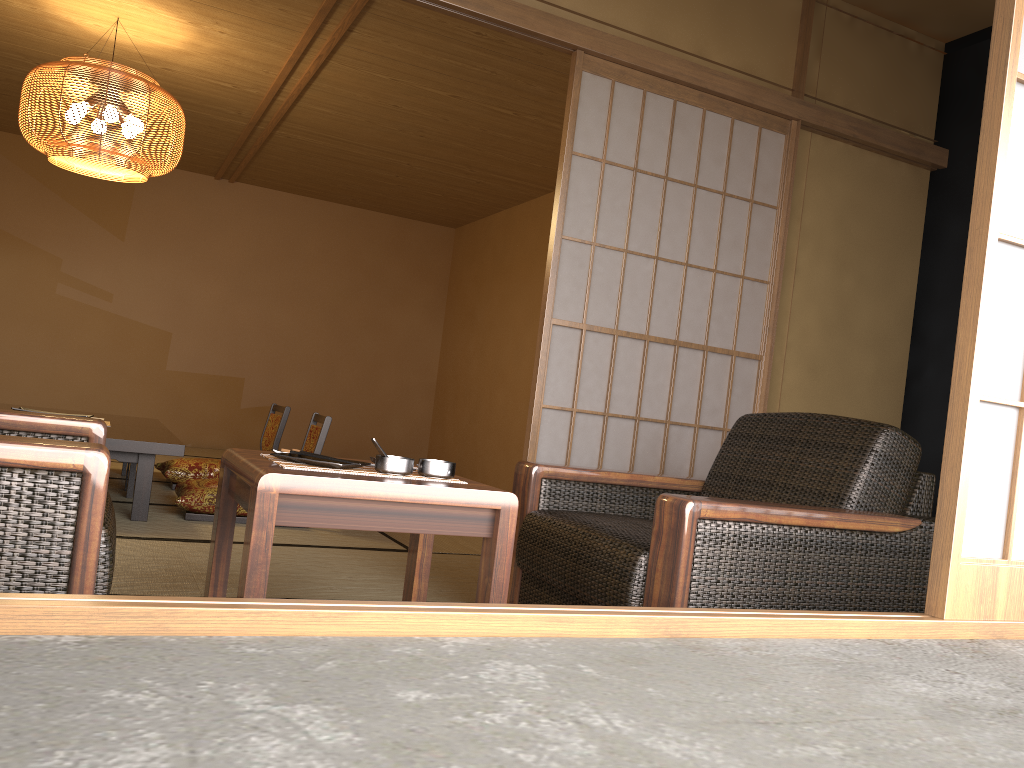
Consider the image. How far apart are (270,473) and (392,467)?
0.3 meters

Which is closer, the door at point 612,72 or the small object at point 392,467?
the small object at point 392,467

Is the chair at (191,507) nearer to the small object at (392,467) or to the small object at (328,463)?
the small object at (328,463)

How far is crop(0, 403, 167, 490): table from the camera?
5.0 meters

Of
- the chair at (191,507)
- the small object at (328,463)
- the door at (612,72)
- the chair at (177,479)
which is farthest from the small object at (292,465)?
the chair at (177,479)

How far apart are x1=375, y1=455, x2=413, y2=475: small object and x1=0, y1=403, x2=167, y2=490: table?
3.50m

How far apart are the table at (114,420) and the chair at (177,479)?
0.2m

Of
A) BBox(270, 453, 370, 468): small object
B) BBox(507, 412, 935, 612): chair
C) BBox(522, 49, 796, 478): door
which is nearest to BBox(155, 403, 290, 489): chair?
BBox(522, 49, 796, 478): door

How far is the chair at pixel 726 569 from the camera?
1.9 meters

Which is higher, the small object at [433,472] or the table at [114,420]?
the small object at [433,472]
